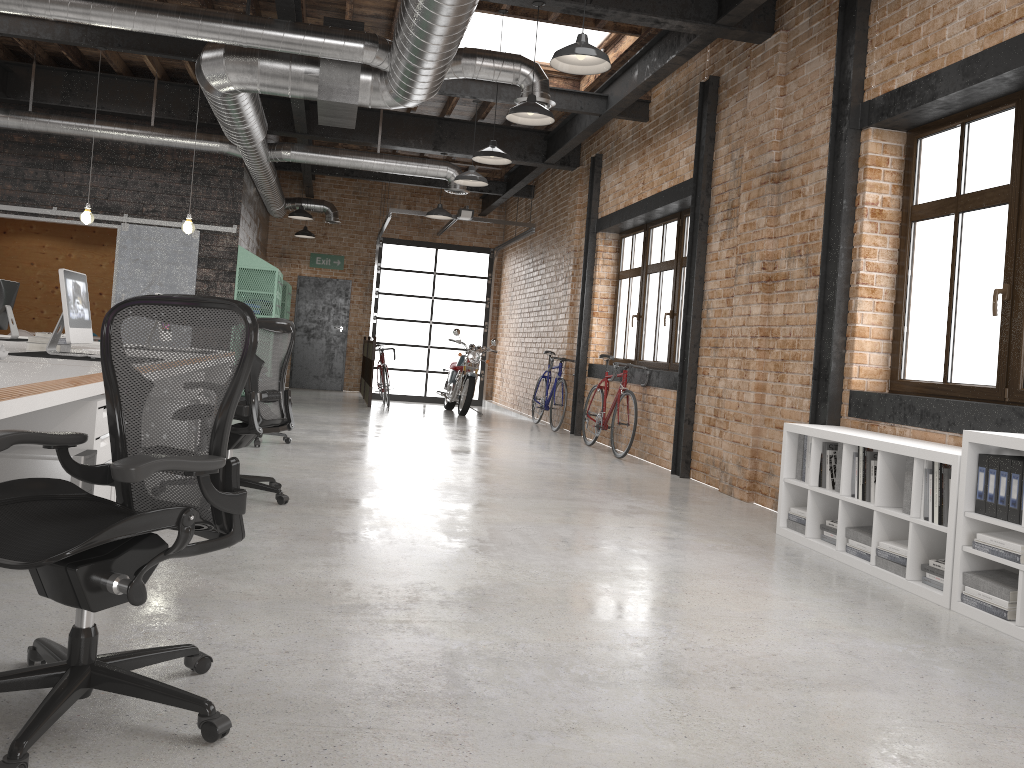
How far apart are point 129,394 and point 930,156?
4.76m

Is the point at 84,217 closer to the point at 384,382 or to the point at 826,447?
the point at 384,382

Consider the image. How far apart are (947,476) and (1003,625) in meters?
0.7 m

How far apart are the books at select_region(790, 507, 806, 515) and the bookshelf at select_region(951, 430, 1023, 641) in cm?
136

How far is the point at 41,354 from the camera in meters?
4.9 m

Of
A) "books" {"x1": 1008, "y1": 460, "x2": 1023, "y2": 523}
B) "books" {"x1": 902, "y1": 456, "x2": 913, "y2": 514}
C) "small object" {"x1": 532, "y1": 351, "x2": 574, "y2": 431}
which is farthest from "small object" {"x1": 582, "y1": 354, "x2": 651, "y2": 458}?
"books" {"x1": 1008, "y1": 460, "x2": 1023, "y2": 523}

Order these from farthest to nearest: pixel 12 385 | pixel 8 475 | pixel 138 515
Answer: pixel 8 475, pixel 12 385, pixel 138 515

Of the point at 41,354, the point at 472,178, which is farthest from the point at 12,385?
the point at 472,178

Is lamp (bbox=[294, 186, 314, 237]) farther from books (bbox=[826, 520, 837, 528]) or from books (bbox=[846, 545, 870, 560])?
books (bbox=[846, 545, 870, 560])

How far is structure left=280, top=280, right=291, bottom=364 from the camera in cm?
1456
